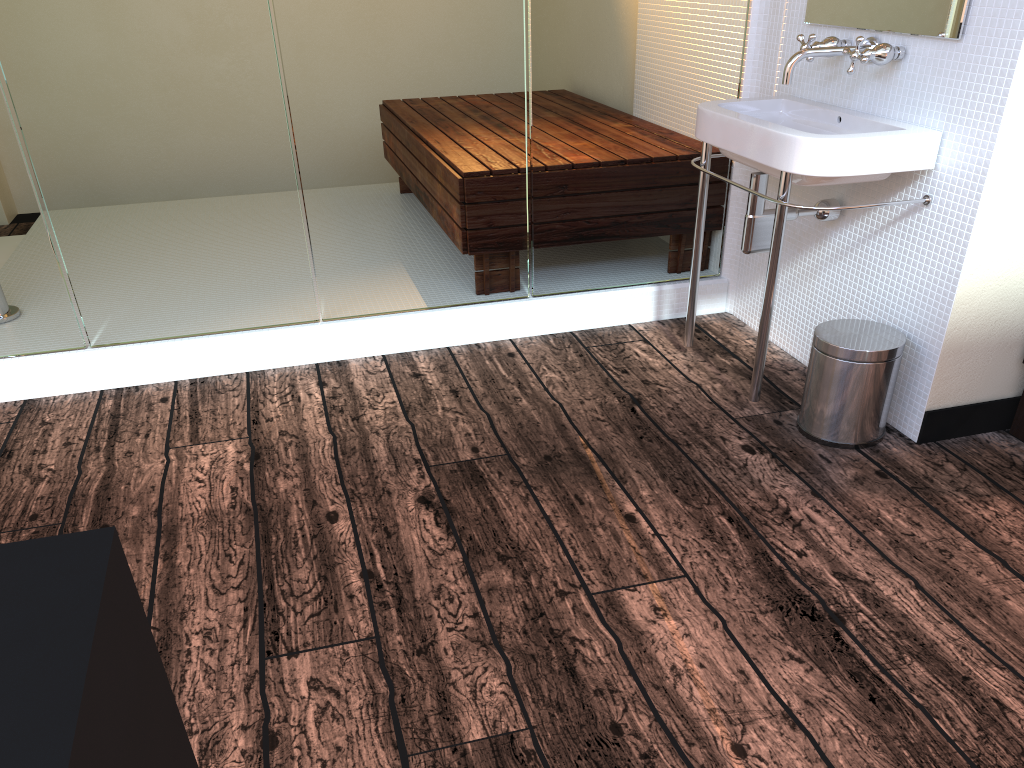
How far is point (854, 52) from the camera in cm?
210

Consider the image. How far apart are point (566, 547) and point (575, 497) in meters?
0.2 m

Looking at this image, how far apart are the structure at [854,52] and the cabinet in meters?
0.9 m

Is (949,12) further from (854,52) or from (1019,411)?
(1019,411)

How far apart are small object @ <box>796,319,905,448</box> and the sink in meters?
0.1 m

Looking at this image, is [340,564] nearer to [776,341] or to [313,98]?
[313,98]

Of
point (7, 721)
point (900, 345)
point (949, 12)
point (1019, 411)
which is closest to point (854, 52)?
point (949, 12)

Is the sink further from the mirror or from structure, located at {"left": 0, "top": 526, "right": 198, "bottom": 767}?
structure, located at {"left": 0, "top": 526, "right": 198, "bottom": 767}

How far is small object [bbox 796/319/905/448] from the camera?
2.14m

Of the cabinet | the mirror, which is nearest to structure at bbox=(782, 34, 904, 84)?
the mirror
